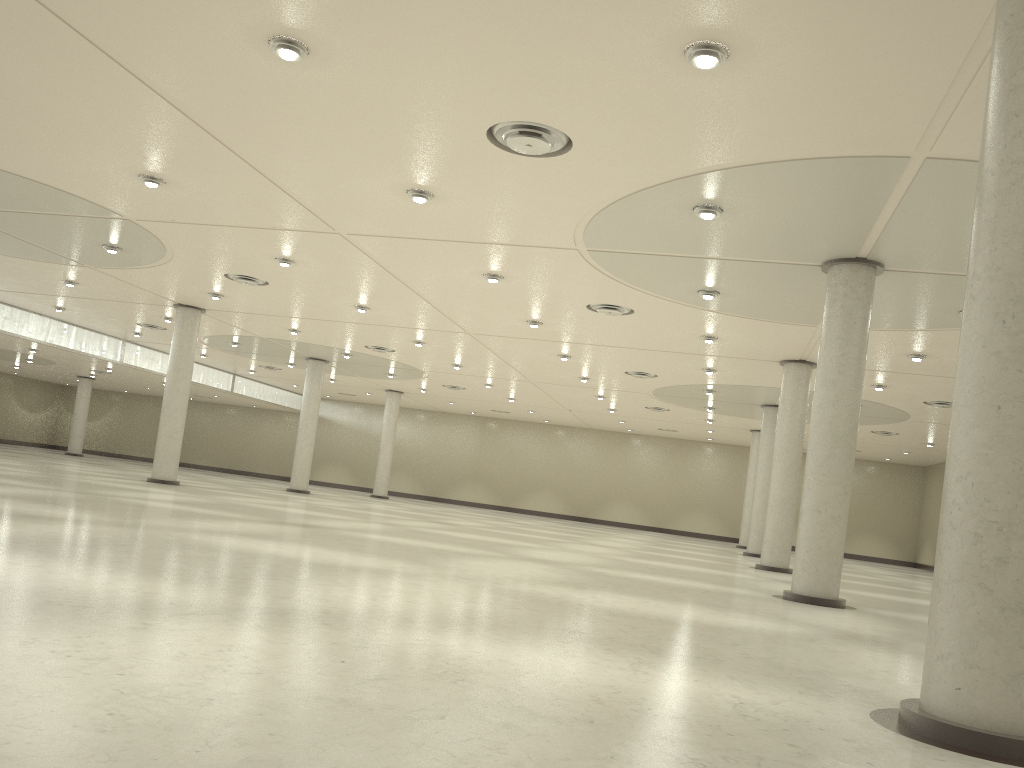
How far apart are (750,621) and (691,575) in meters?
15.6

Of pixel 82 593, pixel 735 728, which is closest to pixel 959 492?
pixel 735 728
